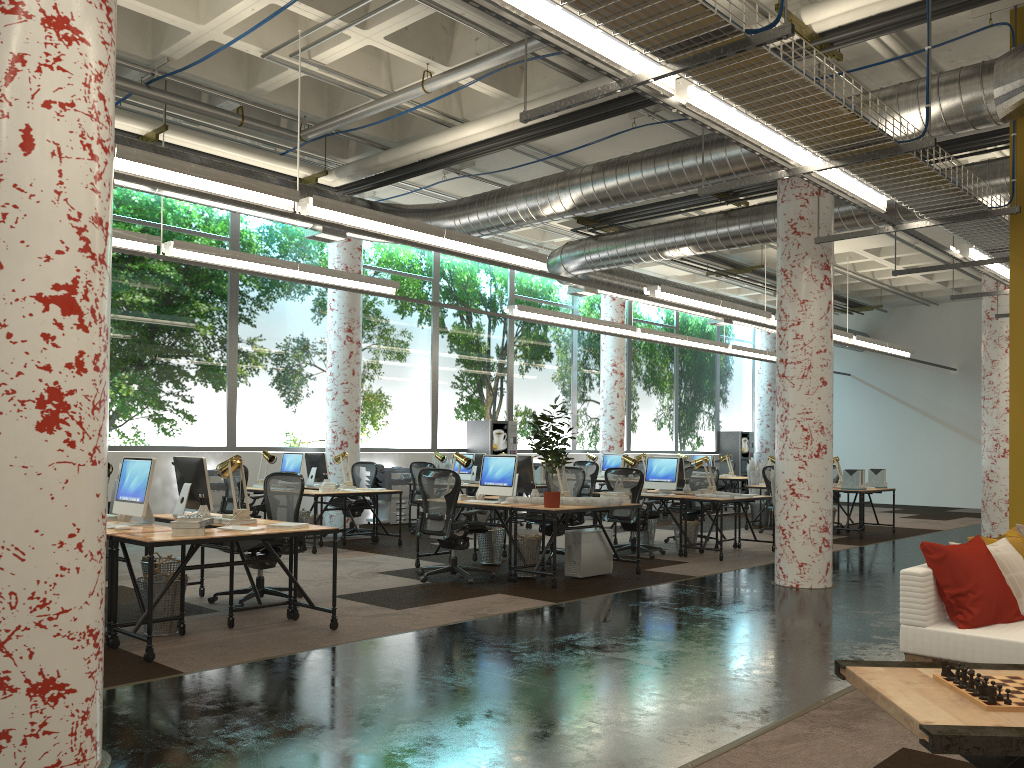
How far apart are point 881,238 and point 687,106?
11.3m

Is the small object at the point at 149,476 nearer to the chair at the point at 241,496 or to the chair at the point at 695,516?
the chair at the point at 241,496

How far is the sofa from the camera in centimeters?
409cm

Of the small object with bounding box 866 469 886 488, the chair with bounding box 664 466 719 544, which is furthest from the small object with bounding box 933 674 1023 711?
the small object with bounding box 866 469 886 488

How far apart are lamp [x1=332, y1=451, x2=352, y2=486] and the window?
2.03m

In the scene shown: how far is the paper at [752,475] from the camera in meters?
15.4 m

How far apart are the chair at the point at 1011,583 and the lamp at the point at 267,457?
9.07m

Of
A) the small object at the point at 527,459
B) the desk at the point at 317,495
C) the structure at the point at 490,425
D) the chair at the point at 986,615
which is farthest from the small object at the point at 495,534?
the structure at the point at 490,425

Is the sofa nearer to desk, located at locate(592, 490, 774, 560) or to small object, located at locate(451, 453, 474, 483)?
desk, located at locate(592, 490, 774, 560)

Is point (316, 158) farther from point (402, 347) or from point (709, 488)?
point (709, 488)
